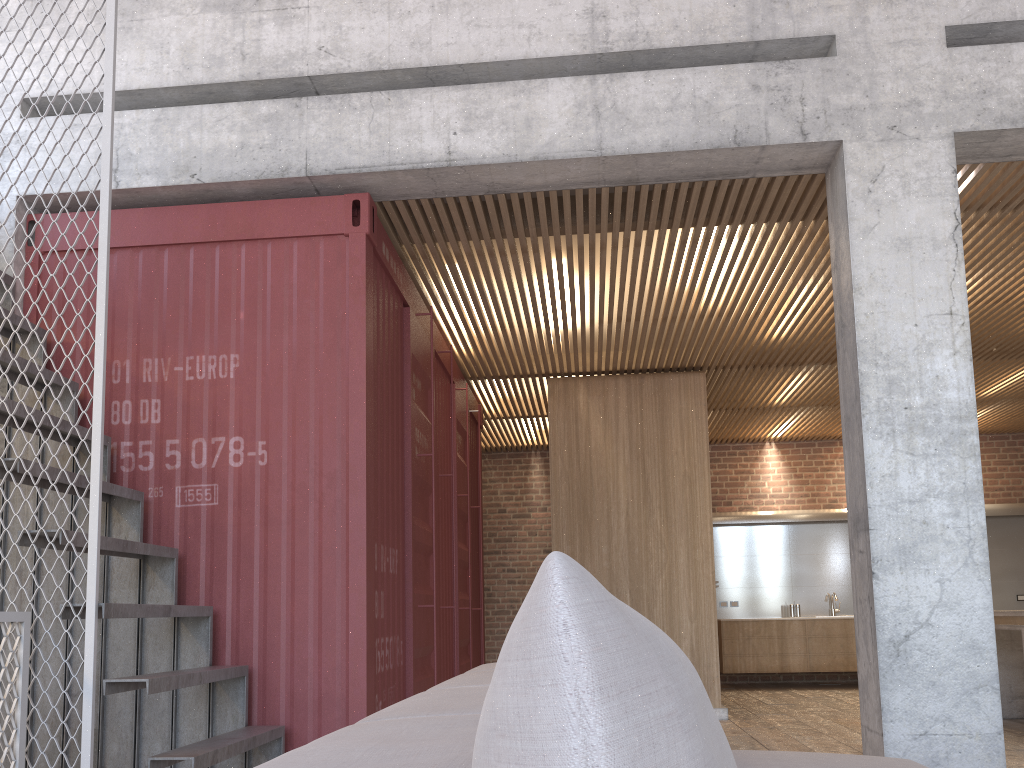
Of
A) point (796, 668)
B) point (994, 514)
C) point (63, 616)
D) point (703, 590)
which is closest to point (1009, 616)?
point (703, 590)

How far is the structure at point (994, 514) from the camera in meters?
11.0

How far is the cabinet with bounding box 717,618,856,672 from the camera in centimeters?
1030cm

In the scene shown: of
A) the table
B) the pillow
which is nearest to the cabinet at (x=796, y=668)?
the table

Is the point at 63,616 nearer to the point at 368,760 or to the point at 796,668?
the point at 368,760

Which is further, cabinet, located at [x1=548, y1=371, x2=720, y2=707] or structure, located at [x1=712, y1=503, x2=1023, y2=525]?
structure, located at [x1=712, y1=503, x2=1023, y2=525]

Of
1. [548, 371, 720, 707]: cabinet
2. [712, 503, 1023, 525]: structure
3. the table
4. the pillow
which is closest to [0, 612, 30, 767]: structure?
the pillow

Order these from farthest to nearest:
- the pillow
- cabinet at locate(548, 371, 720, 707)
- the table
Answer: cabinet at locate(548, 371, 720, 707)
the table
the pillow

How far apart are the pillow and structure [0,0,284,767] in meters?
3.1

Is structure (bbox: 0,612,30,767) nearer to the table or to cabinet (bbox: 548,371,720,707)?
cabinet (bbox: 548,371,720,707)
